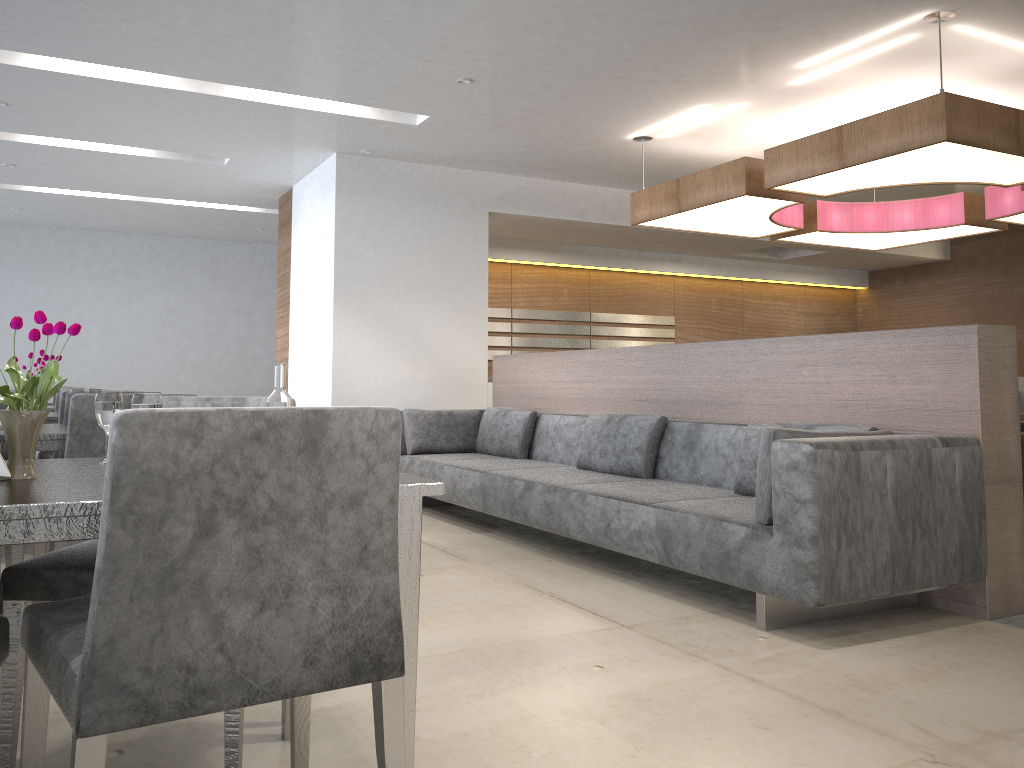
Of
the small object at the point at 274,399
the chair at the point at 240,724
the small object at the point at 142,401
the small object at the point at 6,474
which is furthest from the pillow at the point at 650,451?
the small object at the point at 6,474

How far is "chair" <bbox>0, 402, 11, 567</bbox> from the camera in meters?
3.6 m

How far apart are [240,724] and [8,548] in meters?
2.4 m

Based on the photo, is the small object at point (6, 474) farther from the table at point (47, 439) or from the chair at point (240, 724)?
the table at point (47, 439)

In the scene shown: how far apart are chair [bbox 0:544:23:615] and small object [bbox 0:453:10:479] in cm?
182

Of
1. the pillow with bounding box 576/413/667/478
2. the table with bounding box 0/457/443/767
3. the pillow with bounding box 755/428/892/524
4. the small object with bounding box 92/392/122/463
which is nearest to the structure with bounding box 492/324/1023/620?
the pillow with bounding box 576/413/667/478

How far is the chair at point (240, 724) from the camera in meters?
1.7

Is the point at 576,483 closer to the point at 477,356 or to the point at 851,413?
the point at 851,413

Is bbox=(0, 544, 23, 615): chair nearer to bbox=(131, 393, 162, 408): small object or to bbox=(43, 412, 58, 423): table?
bbox=(43, 412, 58, 423): table

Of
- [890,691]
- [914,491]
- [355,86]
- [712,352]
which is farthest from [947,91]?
[890,691]
